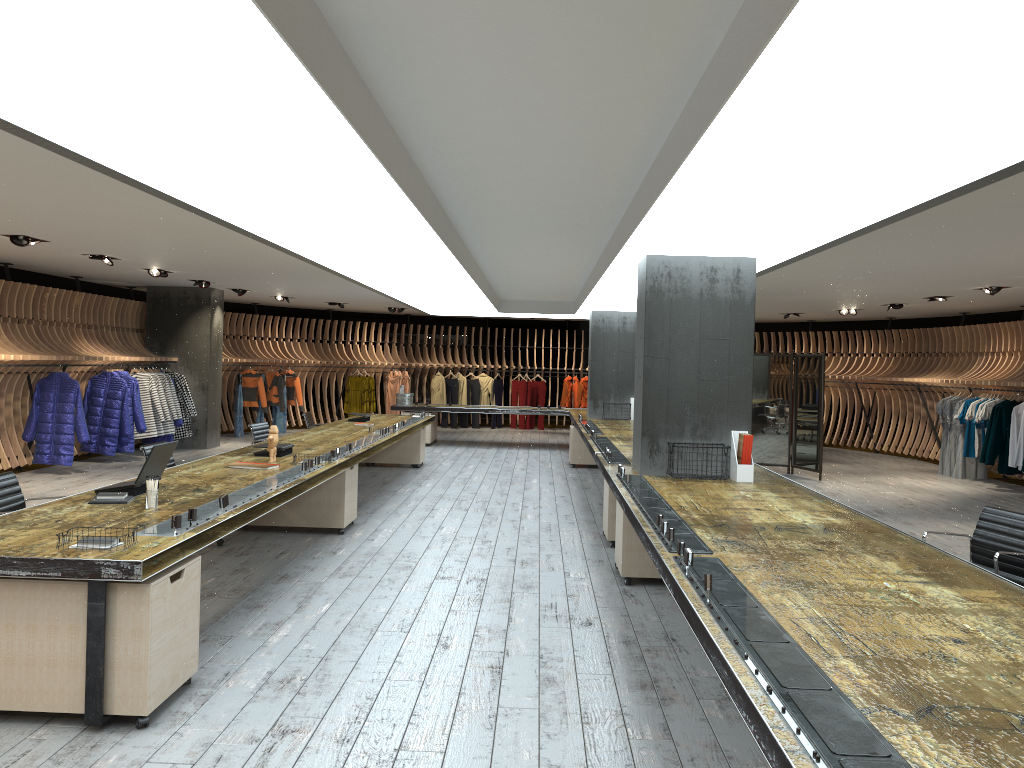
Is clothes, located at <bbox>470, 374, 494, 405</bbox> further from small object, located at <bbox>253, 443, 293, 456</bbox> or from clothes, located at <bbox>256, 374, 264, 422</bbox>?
small object, located at <bbox>253, 443, 293, 456</bbox>

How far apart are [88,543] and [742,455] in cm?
481

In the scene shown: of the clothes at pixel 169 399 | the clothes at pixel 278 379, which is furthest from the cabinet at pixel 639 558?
the clothes at pixel 278 379

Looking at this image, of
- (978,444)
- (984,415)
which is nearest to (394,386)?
(978,444)

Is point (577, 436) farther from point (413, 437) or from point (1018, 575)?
point (1018, 575)

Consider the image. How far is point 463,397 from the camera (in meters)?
21.45

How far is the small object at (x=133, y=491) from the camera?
5.4 meters

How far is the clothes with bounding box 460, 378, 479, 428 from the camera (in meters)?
21.67

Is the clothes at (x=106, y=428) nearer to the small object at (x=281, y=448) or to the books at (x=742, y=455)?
the small object at (x=281, y=448)

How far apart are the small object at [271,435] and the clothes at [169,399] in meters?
7.8 m
